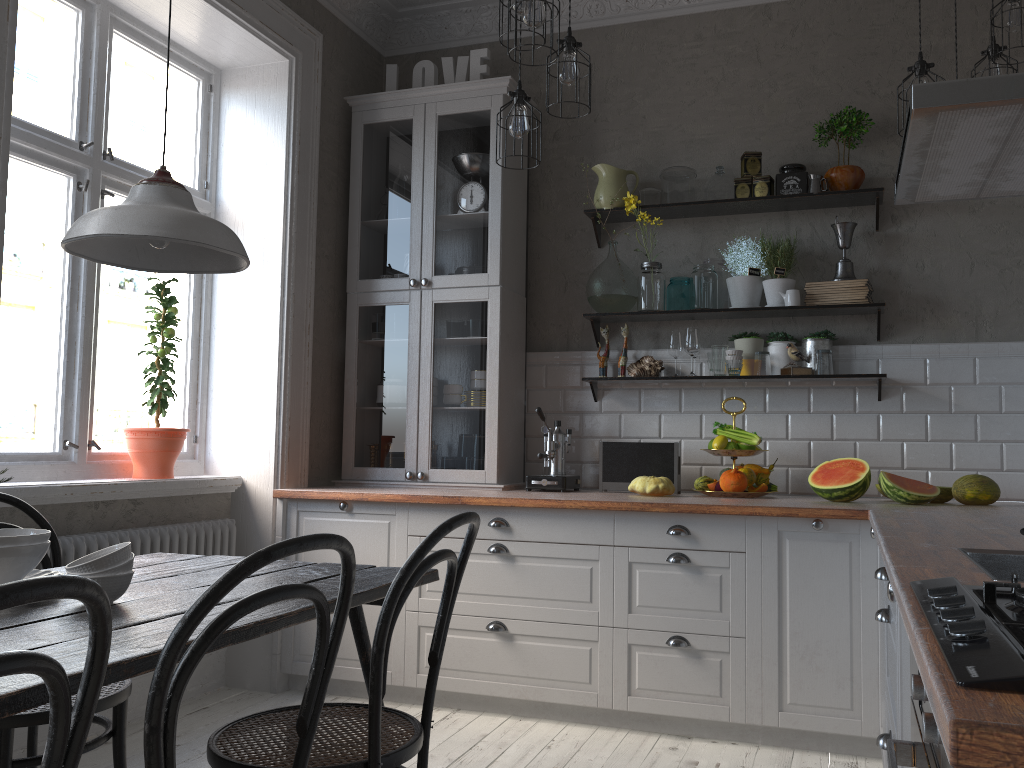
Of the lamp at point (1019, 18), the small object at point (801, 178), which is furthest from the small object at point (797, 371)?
the lamp at point (1019, 18)

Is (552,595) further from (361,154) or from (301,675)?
(361,154)

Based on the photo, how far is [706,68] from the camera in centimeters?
419cm

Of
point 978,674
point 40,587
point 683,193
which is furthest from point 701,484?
point 40,587

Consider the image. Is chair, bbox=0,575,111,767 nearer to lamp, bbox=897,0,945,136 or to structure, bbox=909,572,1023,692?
structure, bbox=909,572,1023,692

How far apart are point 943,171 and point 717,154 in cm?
216

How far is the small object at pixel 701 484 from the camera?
3.7 meters

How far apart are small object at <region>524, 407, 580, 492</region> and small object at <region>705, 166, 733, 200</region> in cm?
125

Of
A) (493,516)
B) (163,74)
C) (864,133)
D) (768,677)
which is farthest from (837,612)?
(163,74)

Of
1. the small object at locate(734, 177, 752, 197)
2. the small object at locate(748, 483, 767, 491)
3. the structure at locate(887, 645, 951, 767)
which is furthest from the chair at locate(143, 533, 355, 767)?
the small object at locate(734, 177, 752, 197)
